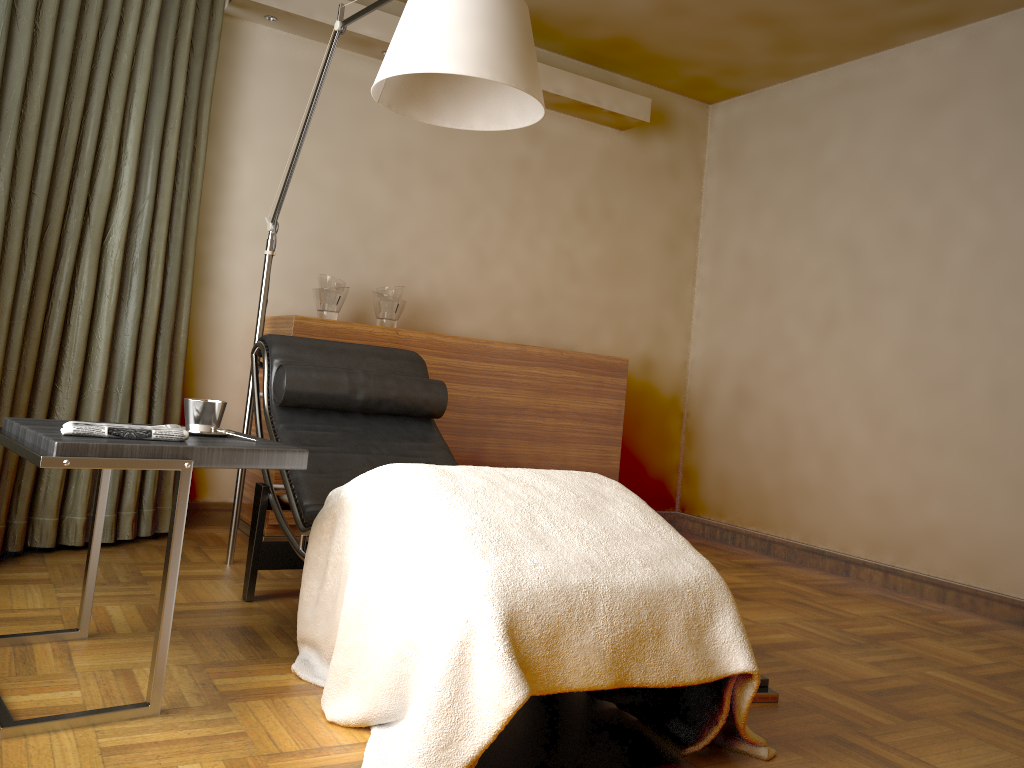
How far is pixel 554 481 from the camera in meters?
2.0 m

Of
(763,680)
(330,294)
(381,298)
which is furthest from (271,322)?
(763,680)

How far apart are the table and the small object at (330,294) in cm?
→ 163

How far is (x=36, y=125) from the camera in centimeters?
263cm

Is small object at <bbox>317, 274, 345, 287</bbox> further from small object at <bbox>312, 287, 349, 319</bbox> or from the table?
the table

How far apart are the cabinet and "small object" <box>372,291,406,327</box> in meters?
0.1 m

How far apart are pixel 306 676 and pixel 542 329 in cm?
278

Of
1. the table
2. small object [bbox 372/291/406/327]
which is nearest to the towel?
the table

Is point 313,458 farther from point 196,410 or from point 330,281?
point 330,281

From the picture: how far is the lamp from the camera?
2.0 meters
